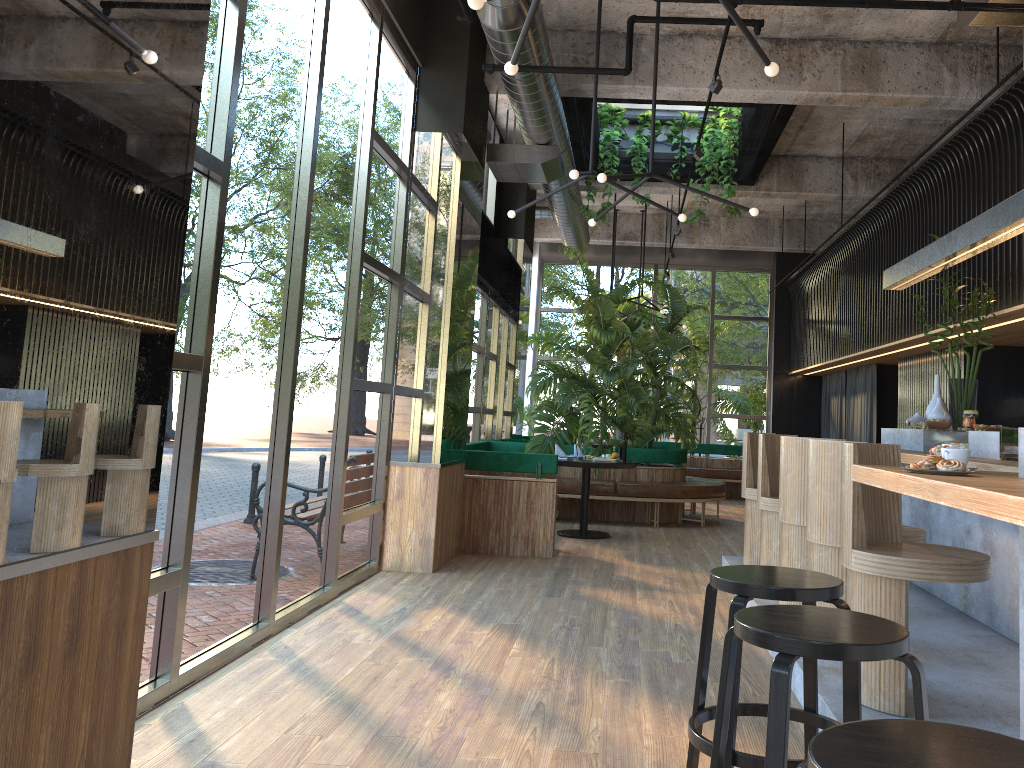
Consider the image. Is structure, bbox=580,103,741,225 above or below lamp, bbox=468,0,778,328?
above

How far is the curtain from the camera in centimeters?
1134cm

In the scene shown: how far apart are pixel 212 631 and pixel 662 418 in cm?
825

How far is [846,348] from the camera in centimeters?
1087cm

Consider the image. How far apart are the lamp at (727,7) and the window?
0.8m

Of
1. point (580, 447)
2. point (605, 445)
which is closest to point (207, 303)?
point (605, 445)

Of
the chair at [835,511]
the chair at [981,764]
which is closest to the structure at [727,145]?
the chair at [835,511]

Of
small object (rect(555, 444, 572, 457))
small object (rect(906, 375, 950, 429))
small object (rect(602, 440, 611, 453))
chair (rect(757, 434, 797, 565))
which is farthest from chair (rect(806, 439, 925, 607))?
small object (rect(555, 444, 572, 457))

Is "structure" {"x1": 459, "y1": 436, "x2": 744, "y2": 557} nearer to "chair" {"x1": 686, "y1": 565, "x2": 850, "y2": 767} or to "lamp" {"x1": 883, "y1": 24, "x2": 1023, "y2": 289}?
"lamp" {"x1": 883, "y1": 24, "x2": 1023, "y2": 289}

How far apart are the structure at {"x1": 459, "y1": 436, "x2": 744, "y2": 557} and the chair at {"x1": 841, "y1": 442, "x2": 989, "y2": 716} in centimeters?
409cm
